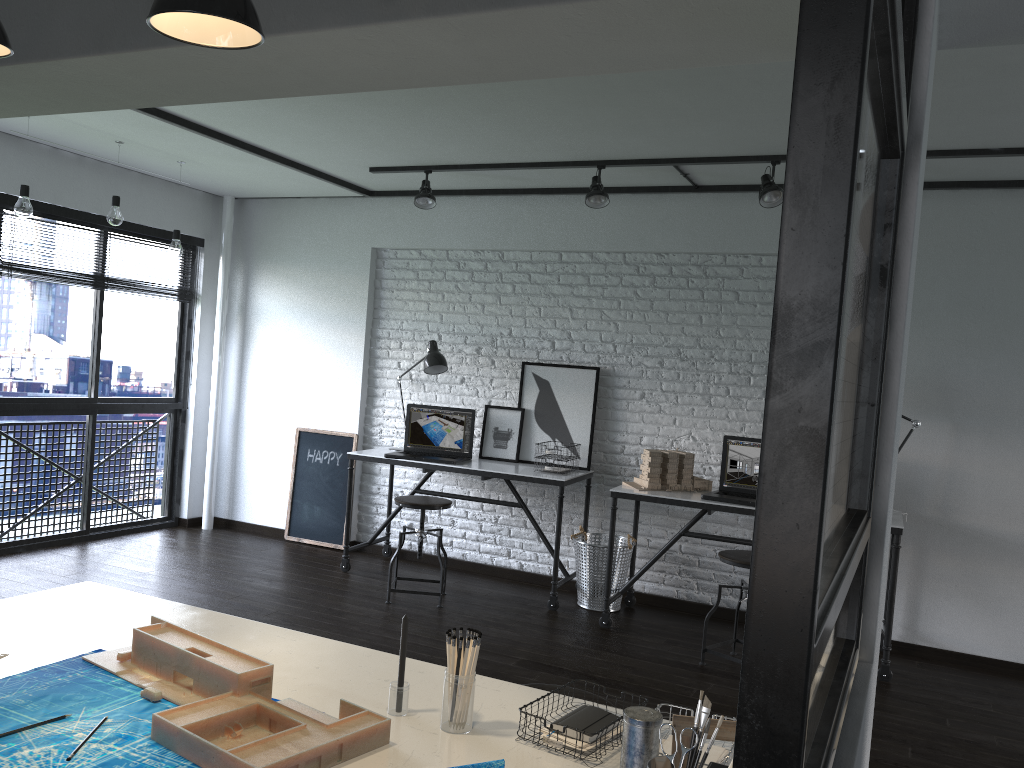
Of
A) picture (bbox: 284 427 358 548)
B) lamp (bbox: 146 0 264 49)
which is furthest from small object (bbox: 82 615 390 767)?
picture (bbox: 284 427 358 548)

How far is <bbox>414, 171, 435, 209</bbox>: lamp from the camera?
5.0 meters

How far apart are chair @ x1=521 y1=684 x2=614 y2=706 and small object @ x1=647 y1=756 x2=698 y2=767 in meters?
1.0 m

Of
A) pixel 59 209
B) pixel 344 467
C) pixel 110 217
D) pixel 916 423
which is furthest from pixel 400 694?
pixel 59 209

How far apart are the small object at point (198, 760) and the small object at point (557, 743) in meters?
0.2

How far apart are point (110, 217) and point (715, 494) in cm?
351

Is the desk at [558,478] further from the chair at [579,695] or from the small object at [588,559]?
the chair at [579,695]

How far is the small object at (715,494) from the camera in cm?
446

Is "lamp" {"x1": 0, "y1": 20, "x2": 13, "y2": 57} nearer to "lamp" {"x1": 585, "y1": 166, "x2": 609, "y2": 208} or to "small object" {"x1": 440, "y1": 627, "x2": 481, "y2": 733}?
"small object" {"x1": 440, "y1": 627, "x2": 481, "y2": 733}

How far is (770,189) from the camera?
4.2m
